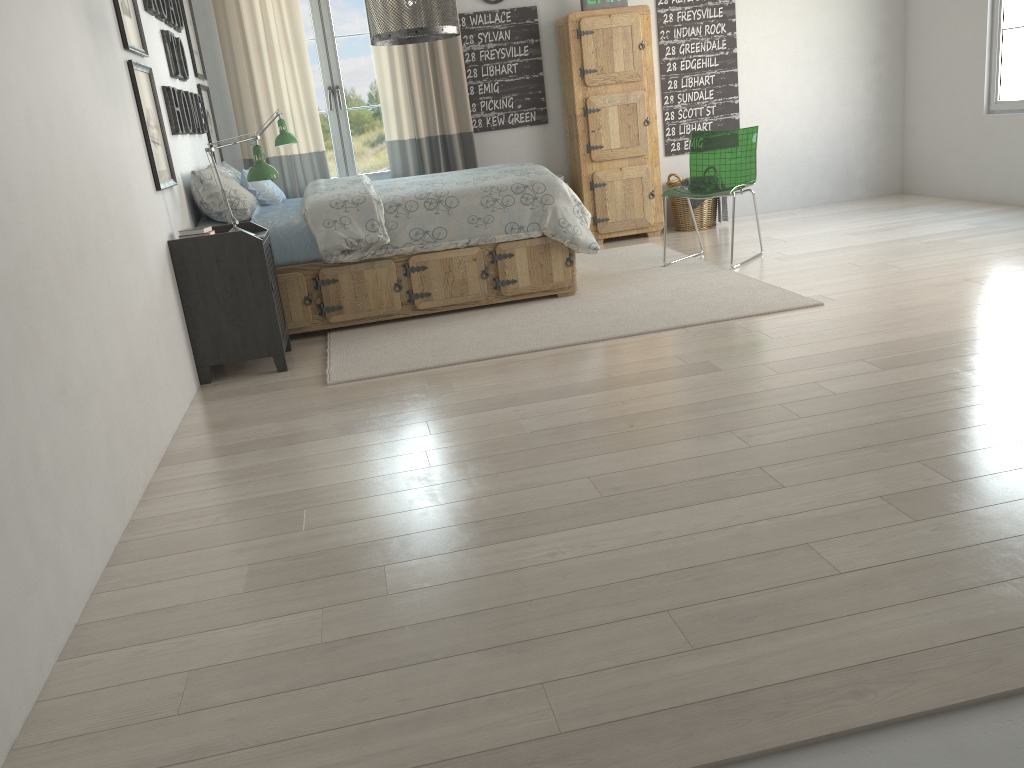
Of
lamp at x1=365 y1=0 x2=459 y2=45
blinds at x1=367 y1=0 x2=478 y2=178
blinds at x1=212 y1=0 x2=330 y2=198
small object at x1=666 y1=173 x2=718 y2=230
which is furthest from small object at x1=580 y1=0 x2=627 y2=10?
lamp at x1=365 y1=0 x2=459 y2=45

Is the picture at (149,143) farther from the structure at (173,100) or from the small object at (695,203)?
the small object at (695,203)

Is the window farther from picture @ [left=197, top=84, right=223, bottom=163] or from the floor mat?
the floor mat

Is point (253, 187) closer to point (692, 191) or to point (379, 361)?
point (379, 361)

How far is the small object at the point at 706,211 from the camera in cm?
648

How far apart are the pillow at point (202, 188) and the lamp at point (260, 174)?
0.4m

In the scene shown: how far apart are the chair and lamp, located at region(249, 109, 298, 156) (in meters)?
2.32

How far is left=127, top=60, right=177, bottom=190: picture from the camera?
3.6 meters

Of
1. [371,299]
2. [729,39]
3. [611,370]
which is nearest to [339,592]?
[611,370]

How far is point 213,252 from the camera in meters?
3.8
